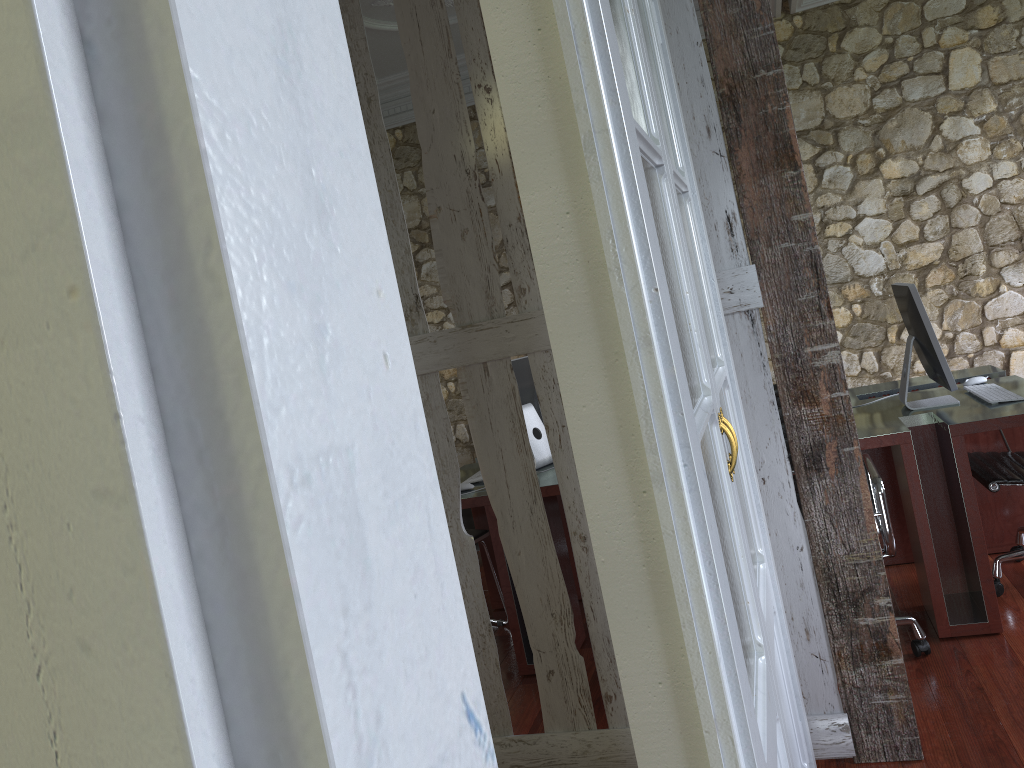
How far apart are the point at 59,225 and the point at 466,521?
5.55m

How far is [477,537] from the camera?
4.1m

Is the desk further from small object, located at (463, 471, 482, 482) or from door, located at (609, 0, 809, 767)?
door, located at (609, 0, 809, 767)

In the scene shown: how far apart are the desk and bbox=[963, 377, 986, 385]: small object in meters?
0.1 m

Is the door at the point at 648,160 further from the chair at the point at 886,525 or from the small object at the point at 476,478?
the small object at the point at 476,478

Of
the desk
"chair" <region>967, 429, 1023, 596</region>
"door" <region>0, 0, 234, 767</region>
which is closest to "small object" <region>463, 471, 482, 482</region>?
the desk

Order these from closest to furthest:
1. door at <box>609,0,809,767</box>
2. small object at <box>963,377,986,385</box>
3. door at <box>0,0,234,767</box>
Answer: door at <box>0,0,234,767</box>, door at <box>609,0,809,767</box>, small object at <box>963,377,986,385</box>

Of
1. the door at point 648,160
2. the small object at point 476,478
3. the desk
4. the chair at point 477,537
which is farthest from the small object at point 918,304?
the chair at point 477,537

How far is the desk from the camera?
3.04m

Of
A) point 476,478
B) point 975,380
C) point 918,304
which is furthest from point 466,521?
point 918,304
